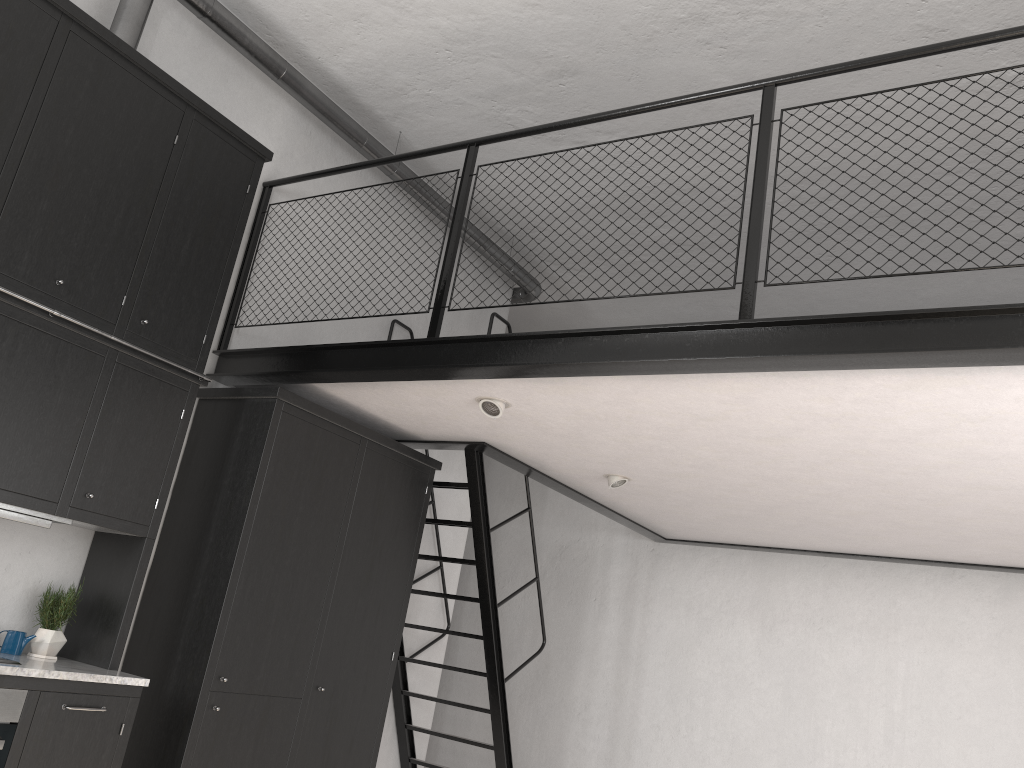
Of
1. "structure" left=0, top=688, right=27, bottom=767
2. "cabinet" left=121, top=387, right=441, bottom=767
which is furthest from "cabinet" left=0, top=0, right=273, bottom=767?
"cabinet" left=121, top=387, right=441, bottom=767

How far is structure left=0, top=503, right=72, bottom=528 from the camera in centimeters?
352cm

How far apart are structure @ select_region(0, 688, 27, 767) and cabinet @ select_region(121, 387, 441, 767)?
0.8m

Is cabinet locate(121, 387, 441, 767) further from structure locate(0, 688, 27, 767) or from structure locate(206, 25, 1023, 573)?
structure locate(0, 688, 27, 767)

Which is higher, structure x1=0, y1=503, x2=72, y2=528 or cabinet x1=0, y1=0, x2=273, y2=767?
cabinet x1=0, y1=0, x2=273, y2=767

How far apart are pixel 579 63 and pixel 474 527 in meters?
2.8 m

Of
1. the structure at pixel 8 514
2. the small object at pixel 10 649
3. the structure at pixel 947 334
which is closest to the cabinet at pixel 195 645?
the structure at pixel 947 334

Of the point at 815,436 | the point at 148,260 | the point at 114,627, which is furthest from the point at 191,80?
the point at 815,436

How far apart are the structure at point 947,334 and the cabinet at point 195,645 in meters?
0.1 m

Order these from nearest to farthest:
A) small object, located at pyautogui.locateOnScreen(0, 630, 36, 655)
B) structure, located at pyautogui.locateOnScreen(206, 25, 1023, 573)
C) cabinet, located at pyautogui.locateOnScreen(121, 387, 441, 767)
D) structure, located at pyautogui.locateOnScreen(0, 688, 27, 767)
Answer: structure, located at pyautogui.locateOnScreen(206, 25, 1023, 573) < structure, located at pyautogui.locateOnScreen(0, 688, 27, 767) < small object, located at pyautogui.locateOnScreen(0, 630, 36, 655) < cabinet, located at pyautogui.locateOnScreen(121, 387, 441, 767)
